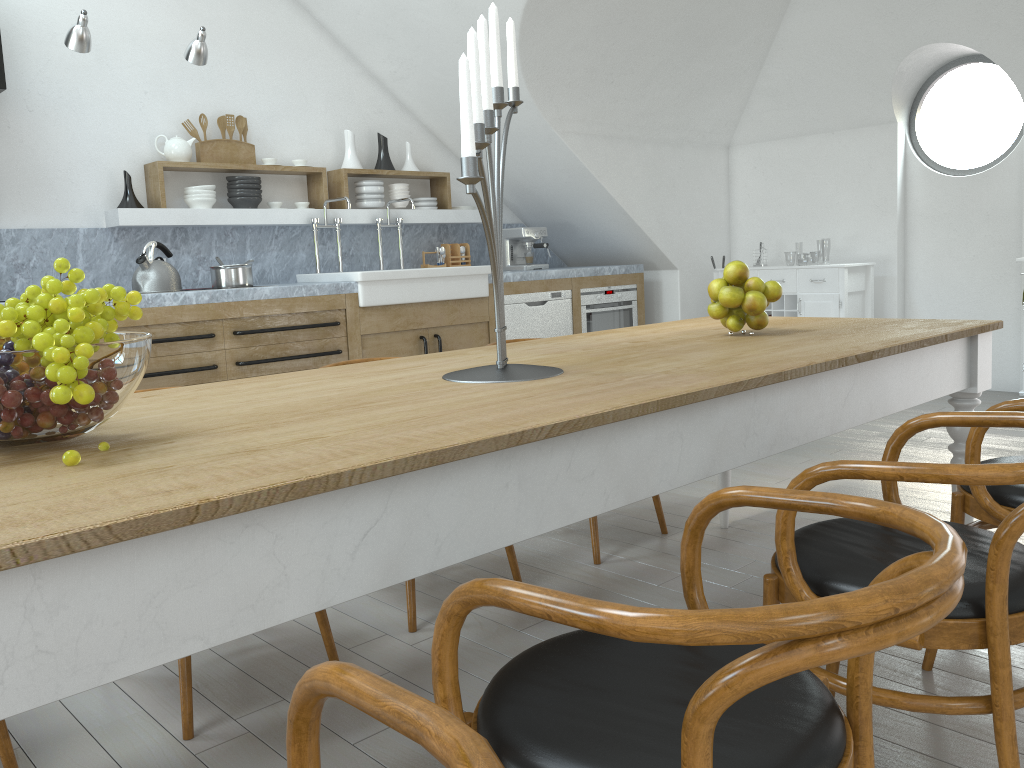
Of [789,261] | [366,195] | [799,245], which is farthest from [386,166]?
[799,245]

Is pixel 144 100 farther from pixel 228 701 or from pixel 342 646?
pixel 228 701

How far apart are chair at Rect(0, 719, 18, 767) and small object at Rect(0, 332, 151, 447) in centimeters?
89cm

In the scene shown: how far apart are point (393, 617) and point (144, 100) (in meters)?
3.78

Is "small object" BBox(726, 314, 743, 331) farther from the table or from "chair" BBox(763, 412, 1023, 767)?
"chair" BBox(763, 412, 1023, 767)

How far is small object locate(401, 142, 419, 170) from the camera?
6.2m

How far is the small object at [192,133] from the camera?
5.2 meters

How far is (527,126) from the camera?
5.89m

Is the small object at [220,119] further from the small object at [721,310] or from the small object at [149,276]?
the small object at [721,310]

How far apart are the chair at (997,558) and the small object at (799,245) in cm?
4858
